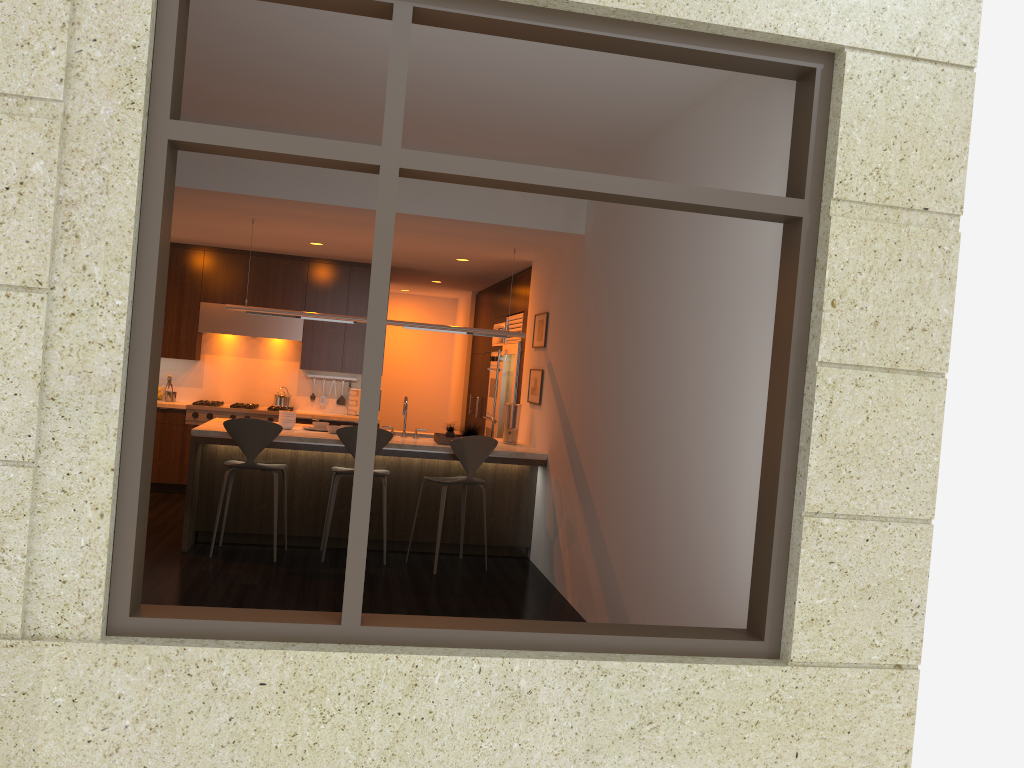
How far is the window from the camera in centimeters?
284cm

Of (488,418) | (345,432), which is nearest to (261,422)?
(345,432)

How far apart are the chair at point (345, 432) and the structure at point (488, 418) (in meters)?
3.24

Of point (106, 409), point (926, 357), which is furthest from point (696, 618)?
point (106, 409)

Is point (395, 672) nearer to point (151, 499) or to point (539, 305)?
point (539, 305)

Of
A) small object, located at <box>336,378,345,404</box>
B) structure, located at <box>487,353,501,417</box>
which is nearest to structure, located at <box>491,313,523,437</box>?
structure, located at <box>487,353,501,417</box>

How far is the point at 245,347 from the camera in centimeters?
977cm

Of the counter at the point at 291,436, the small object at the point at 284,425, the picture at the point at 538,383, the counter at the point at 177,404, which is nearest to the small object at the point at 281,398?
the counter at the point at 177,404

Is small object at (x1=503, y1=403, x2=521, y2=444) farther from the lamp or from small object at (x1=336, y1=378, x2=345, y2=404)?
small object at (x1=336, y1=378, x2=345, y2=404)

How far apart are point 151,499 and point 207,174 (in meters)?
3.94
